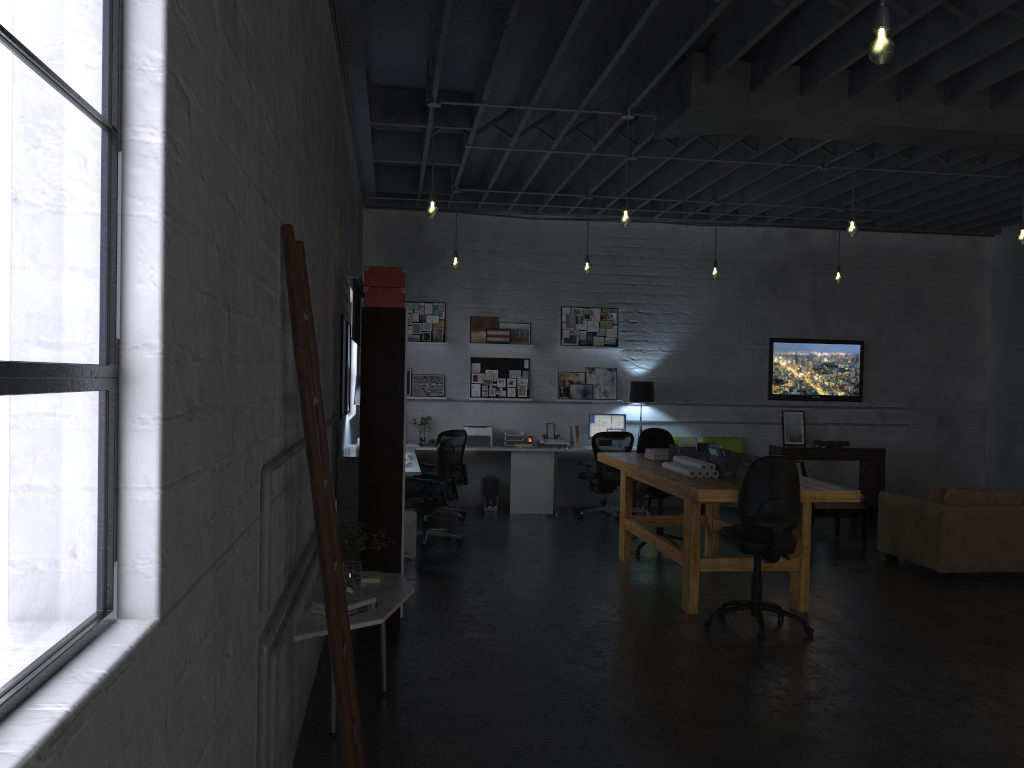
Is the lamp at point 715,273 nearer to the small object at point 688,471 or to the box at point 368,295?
the small object at point 688,471

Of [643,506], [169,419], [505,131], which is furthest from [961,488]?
[169,419]

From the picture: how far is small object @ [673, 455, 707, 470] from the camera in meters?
6.4

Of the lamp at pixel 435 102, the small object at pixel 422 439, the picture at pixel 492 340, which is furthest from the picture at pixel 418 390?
the lamp at pixel 435 102

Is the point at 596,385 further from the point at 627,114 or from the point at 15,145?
the point at 15,145

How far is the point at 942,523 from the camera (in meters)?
7.37

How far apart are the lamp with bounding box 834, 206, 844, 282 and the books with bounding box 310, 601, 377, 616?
7.9m

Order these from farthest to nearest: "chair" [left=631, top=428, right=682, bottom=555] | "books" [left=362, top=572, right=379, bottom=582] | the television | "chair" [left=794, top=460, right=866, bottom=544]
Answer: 1. the television
2. "chair" [left=794, top=460, right=866, bottom=544]
3. "chair" [left=631, top=428, right=682, bottom=555]
4. "books" [left=362, top=572, right=379, bottom=582]

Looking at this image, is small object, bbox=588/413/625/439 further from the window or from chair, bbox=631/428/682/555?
the window

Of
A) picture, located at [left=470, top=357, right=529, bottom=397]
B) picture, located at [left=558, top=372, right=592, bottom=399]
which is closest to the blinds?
picture, located at [left=470, top=357, right=529, bottom=397]
